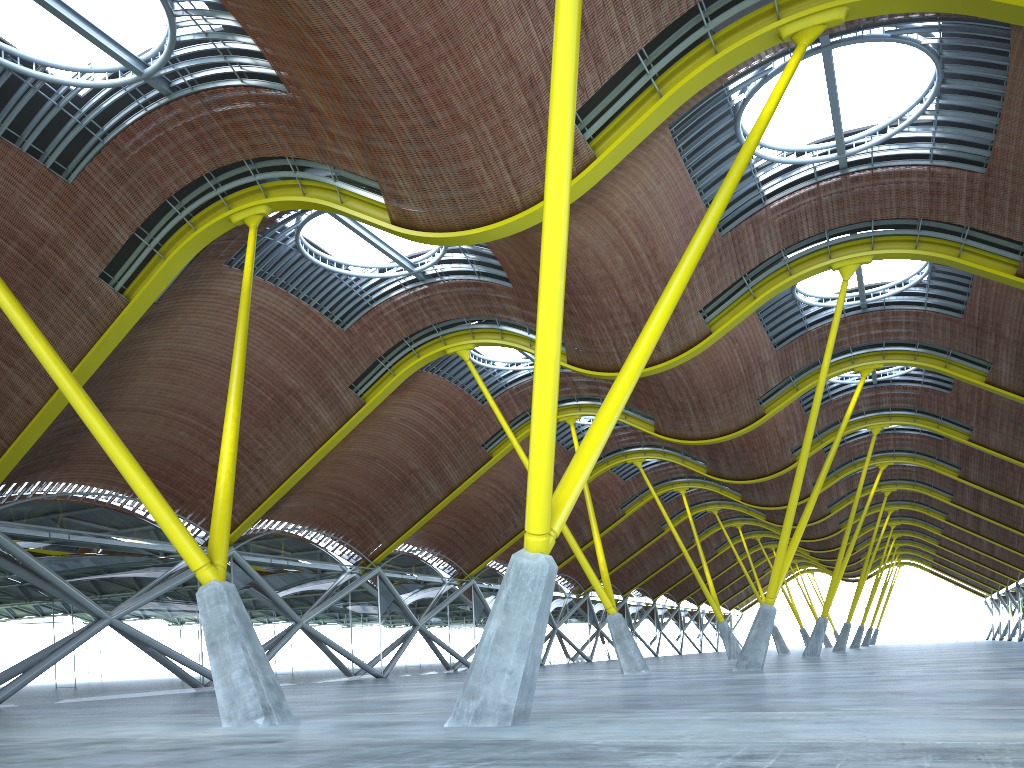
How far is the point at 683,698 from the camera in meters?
16.4

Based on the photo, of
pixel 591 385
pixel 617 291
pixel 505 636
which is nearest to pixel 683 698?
pixel 505 636

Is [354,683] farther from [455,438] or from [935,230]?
[935,230]
